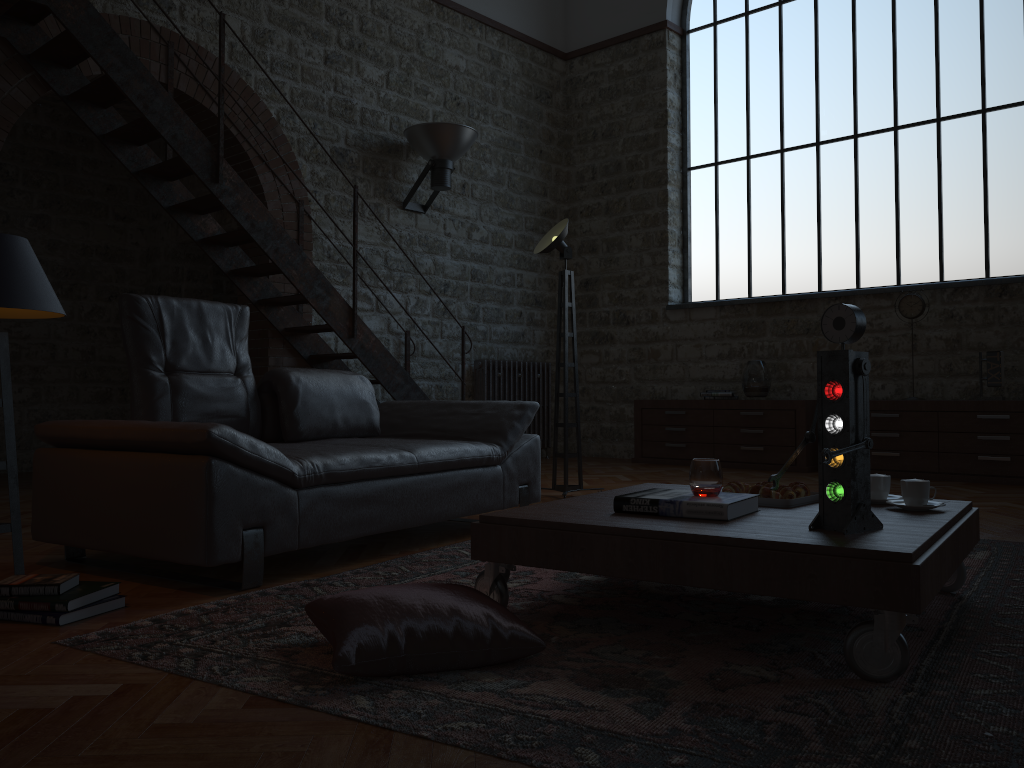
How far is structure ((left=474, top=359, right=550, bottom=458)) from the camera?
8.4 meters

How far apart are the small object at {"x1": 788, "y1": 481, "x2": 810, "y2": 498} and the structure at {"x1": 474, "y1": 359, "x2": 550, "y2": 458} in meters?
5.7 m

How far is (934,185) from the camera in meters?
7.3 m

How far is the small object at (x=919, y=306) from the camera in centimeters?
687cm

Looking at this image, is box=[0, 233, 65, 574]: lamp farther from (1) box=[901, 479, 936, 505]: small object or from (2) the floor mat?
(1) box=[901, 479, 936, 505]: small object

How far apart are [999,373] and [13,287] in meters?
6.3 m

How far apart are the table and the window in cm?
505

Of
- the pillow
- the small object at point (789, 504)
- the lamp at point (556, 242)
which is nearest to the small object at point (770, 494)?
the small object at point (789, 504)

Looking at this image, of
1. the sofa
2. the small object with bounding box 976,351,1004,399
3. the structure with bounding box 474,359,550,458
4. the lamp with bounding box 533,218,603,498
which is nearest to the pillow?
the sofa

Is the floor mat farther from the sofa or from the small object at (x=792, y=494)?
the small object at (x=792, y=494)
